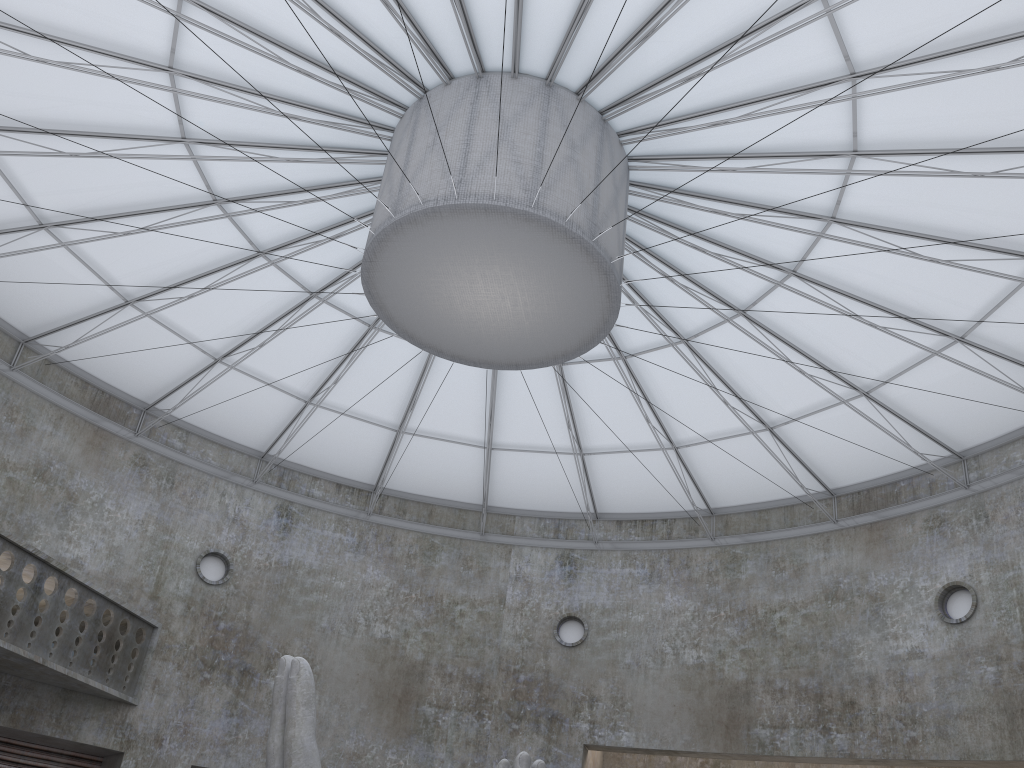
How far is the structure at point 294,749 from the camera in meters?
16.5

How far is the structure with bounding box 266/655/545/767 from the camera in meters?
16.5 m

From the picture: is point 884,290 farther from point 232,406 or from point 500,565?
point 232,406

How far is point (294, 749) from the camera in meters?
16.5
